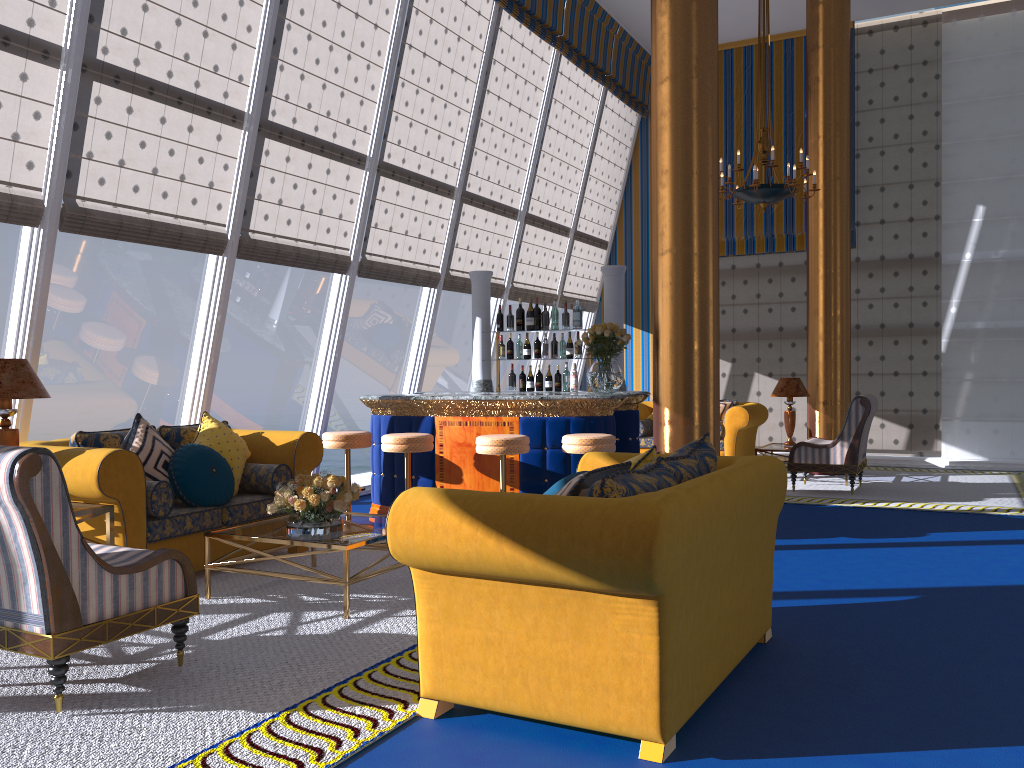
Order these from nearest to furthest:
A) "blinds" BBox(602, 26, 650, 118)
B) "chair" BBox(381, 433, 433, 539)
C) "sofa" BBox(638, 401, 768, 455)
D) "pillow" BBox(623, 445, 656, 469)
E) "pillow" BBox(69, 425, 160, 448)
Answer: "pillow" BBox(623, 445, 656, 469)
"pillow" BBox(69, 425, 160, 448)
"chair" BBox(381, 433, 433, 539)
"sofa" BBox(638, 401, 768, 455)
"blinds" BBox(602, 26, 650, 118)

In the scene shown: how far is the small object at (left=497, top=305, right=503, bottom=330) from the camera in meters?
8.2 m

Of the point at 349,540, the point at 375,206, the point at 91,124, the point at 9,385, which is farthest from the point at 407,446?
the point at 349,540

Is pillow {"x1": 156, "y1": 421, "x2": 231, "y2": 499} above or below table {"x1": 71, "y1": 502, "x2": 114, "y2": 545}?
above

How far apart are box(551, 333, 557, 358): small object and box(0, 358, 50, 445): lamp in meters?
4.6

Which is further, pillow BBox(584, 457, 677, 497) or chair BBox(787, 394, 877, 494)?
chair BBox(787, 394, 877, 494)

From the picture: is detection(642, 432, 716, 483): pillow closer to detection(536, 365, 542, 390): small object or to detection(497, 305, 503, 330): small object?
detection(536, 365, 542, 390): small object

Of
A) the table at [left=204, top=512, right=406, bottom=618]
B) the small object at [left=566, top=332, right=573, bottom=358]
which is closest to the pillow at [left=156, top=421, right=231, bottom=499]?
the table at [left=204, top=512, right=406, bottom=618]

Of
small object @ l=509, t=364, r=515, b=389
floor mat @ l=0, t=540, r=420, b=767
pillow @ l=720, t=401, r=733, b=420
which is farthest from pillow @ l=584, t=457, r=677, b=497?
pillow @ l=720, t=401, r=733, b=420

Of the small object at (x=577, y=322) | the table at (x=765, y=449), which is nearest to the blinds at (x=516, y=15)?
the small object at (x=577, y=322)
